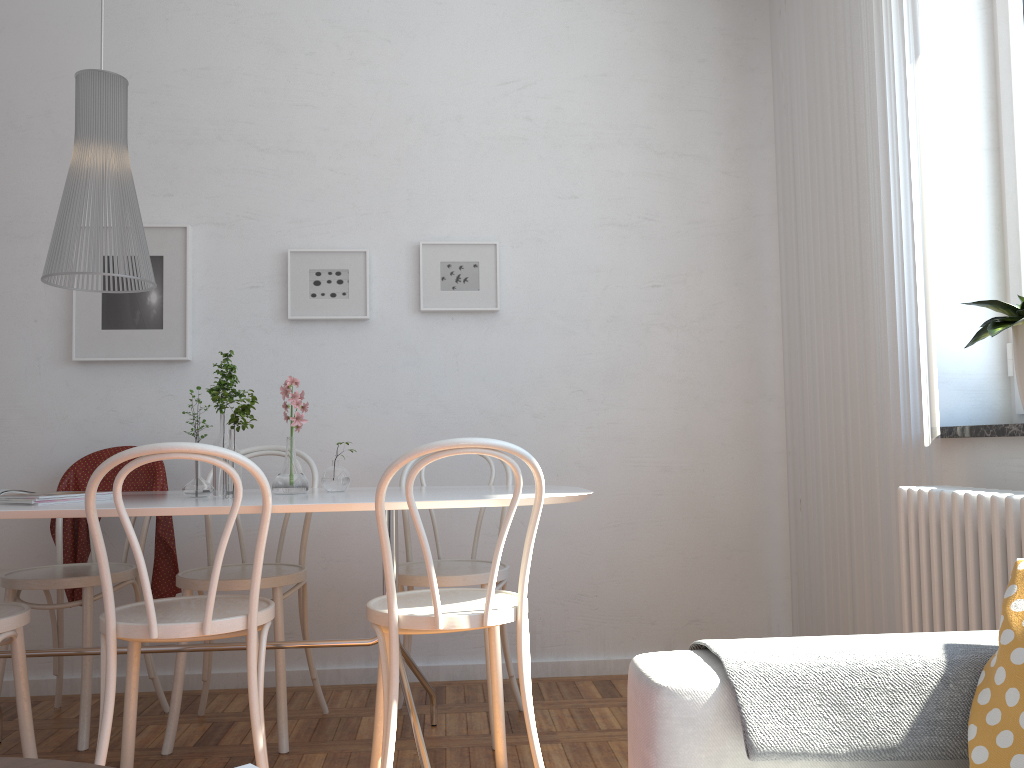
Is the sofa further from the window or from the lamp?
the lamp

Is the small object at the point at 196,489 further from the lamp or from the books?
the lamp

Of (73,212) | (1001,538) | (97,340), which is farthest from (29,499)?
(1001,538)

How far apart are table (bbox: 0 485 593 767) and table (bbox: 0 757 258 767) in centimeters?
143cm

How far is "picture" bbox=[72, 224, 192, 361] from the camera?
3.38m

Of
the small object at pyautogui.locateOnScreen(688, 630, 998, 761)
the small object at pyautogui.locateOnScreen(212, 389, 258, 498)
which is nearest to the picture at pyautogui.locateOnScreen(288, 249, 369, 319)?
the small object at pyautogui.locateOnScreen(212, 389, 258, 498)

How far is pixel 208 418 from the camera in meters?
3.4 m

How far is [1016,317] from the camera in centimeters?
210cm

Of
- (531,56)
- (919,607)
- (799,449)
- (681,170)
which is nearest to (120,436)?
(531,56)

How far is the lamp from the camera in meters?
2.4
